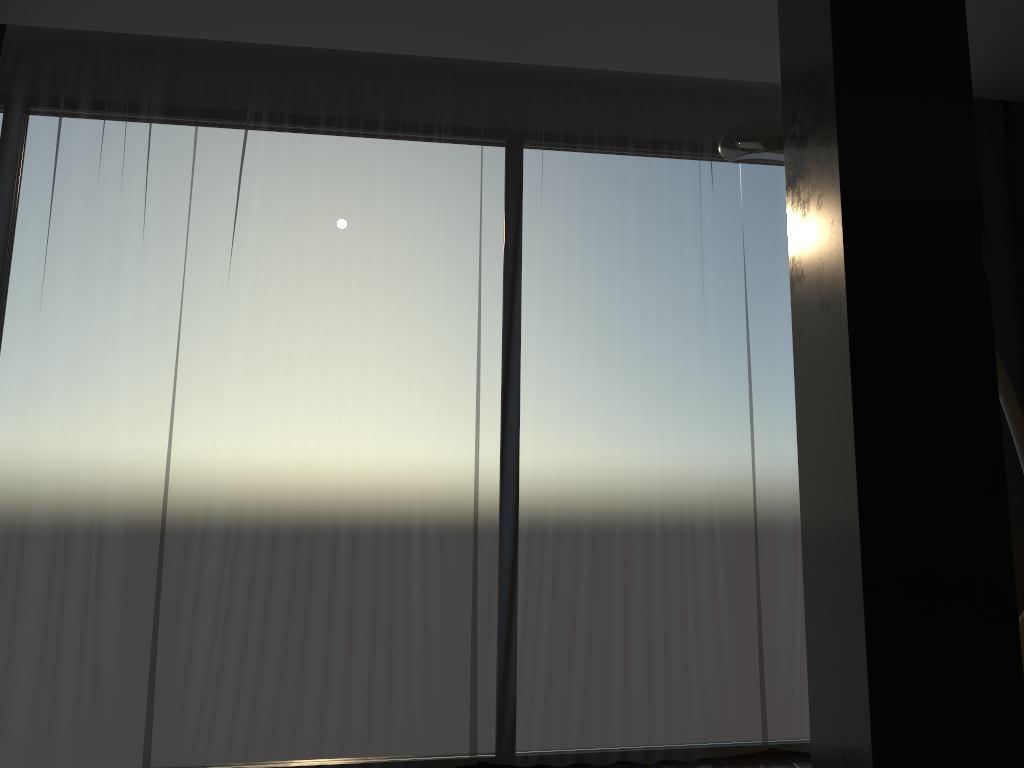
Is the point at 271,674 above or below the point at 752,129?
below

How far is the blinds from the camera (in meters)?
3.20

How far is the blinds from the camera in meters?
3.2

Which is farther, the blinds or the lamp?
the blinds

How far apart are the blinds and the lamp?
0.8 meters

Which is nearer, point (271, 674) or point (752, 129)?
point (752, 129)

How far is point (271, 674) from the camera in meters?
3.2

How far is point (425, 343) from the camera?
3.4m

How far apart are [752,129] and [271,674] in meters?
2.5 m

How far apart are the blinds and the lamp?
0.75m
